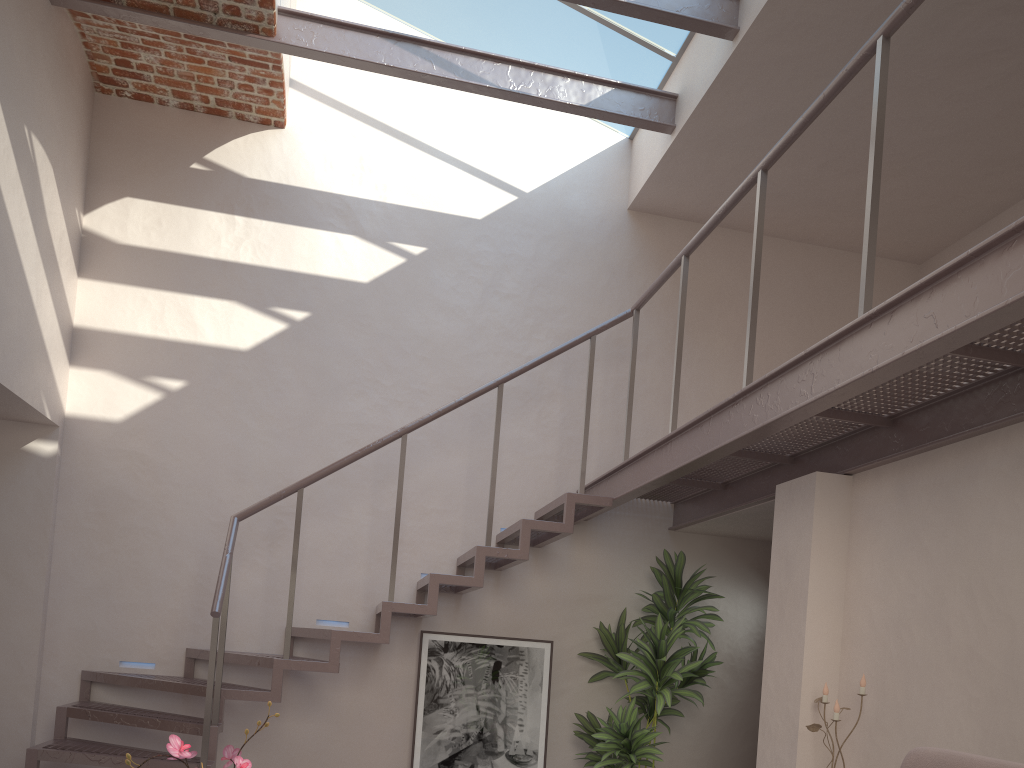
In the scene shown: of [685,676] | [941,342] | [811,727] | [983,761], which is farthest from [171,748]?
[685,676]

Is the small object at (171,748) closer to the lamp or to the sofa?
the sofa

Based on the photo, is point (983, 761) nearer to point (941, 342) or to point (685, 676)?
point (941, 342)

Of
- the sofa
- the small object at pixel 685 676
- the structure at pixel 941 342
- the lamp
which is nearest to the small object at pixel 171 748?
the sofa

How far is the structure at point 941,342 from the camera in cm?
240

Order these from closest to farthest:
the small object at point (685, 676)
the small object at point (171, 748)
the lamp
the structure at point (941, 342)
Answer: the small object at point (171, 748)
the structure at point (941, 342)
the lamp
the small object at point (685, 676)

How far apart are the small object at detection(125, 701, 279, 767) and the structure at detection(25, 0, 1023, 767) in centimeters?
216cm

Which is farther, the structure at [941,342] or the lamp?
the lamp

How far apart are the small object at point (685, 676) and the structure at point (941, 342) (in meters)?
A: 0.25

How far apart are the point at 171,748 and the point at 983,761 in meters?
1.8
